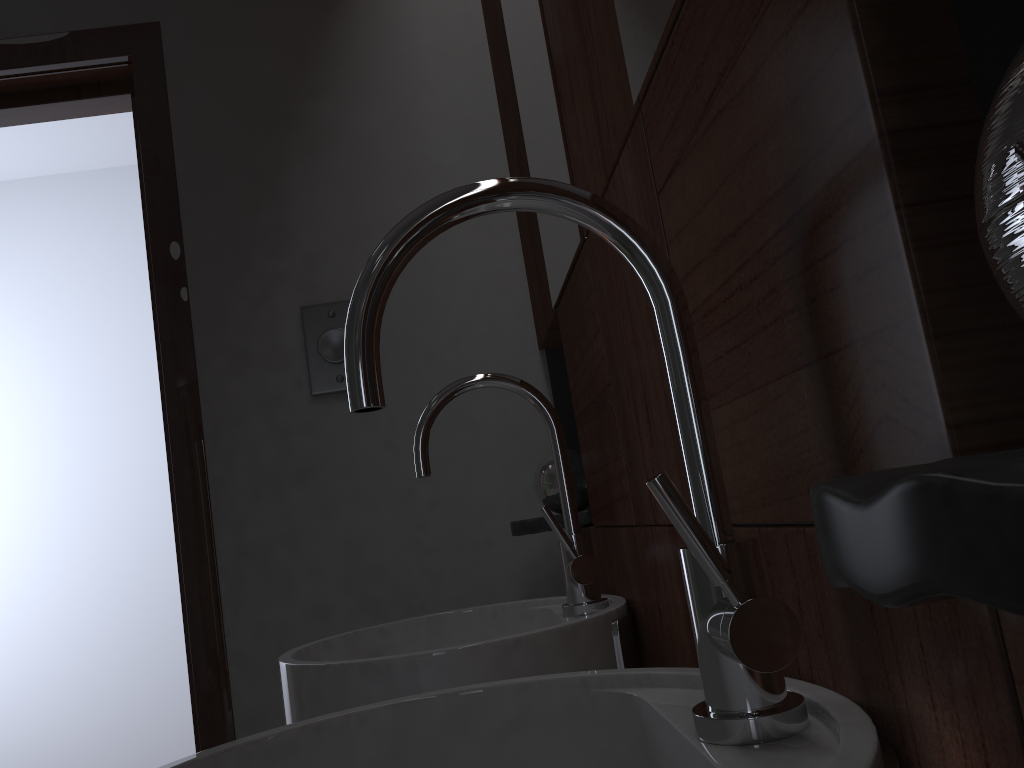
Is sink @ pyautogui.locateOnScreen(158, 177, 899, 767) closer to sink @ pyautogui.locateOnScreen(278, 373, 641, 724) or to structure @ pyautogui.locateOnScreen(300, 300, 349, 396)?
sink @ pyautogui.locateOnScreen(278, 373, 641, 724)

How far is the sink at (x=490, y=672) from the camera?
0.9 meters

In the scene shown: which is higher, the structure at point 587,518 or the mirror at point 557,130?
the mirror at point 557,130

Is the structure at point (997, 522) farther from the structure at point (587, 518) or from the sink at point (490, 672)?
the structure at point (587, 518)

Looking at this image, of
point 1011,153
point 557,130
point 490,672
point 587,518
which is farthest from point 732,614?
point 587,518

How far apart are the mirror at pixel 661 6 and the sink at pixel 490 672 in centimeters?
50cm

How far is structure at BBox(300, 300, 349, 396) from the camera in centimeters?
156cm

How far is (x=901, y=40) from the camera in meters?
0.3 m

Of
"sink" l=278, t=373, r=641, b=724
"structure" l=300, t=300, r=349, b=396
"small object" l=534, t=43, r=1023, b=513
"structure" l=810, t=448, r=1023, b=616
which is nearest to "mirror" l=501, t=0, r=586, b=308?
"sink" l=278, t=373, r=641, b=724

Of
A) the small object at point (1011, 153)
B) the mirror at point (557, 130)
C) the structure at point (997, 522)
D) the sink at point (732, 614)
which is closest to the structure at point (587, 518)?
the small object at point (1011, 153)
